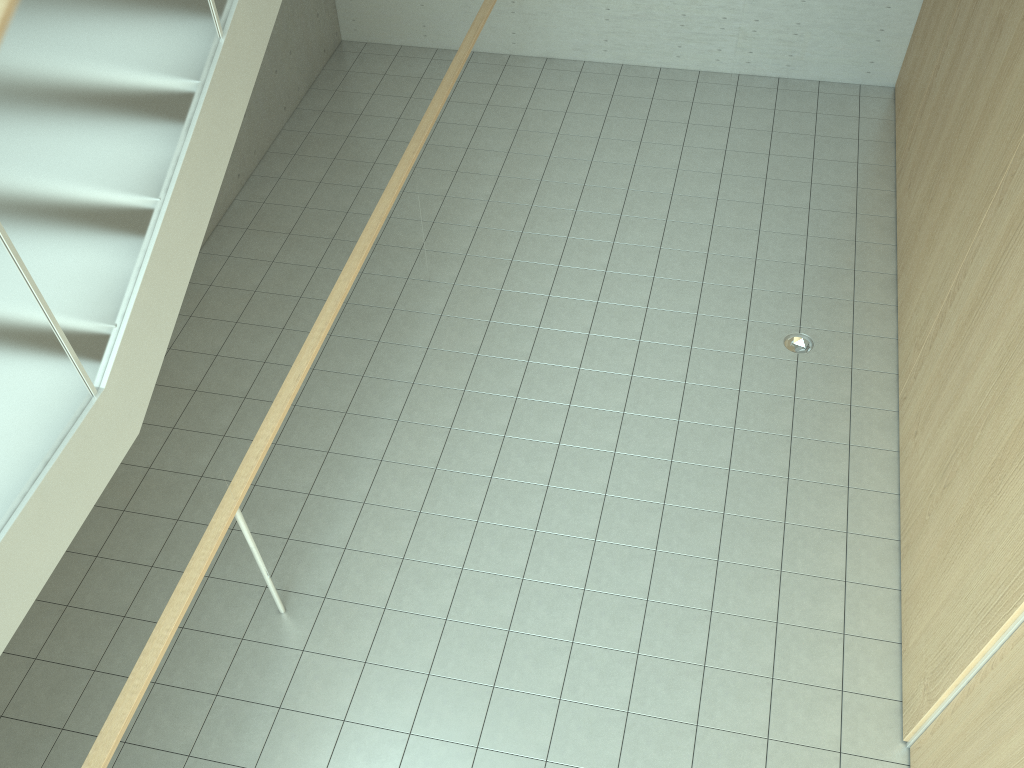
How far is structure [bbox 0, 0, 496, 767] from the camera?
2.6 meters

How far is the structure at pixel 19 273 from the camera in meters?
2.6

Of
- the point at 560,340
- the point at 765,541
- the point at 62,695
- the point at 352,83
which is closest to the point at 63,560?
the point at 62,695

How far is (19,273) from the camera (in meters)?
2.55
